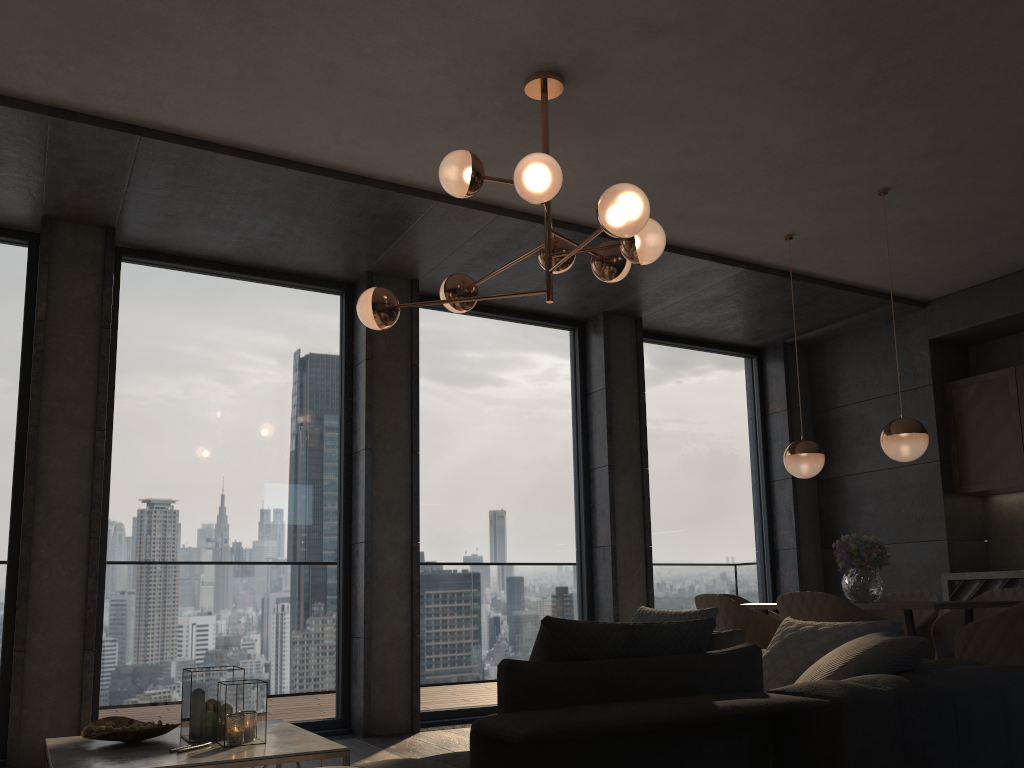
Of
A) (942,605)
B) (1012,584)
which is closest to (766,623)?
(942,605)

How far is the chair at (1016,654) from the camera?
3.8 meters

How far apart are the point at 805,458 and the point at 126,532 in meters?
4.0

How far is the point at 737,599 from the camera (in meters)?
5.85

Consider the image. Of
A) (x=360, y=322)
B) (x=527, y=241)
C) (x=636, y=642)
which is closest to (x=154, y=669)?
(x=360, y=322)

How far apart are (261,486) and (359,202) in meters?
1.9 m

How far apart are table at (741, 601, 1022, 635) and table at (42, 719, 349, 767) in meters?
2.7 m

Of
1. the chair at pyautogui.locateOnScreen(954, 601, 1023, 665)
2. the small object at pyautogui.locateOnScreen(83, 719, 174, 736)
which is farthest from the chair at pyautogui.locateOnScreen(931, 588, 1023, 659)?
the small object at pyautogui.locateOnScreen(83, 719, 174, 736)

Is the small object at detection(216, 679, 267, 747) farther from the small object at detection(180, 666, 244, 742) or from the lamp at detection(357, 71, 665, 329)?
the lamp at detection(357, 71, 665, 329)

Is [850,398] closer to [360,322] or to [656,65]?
[360,322]
